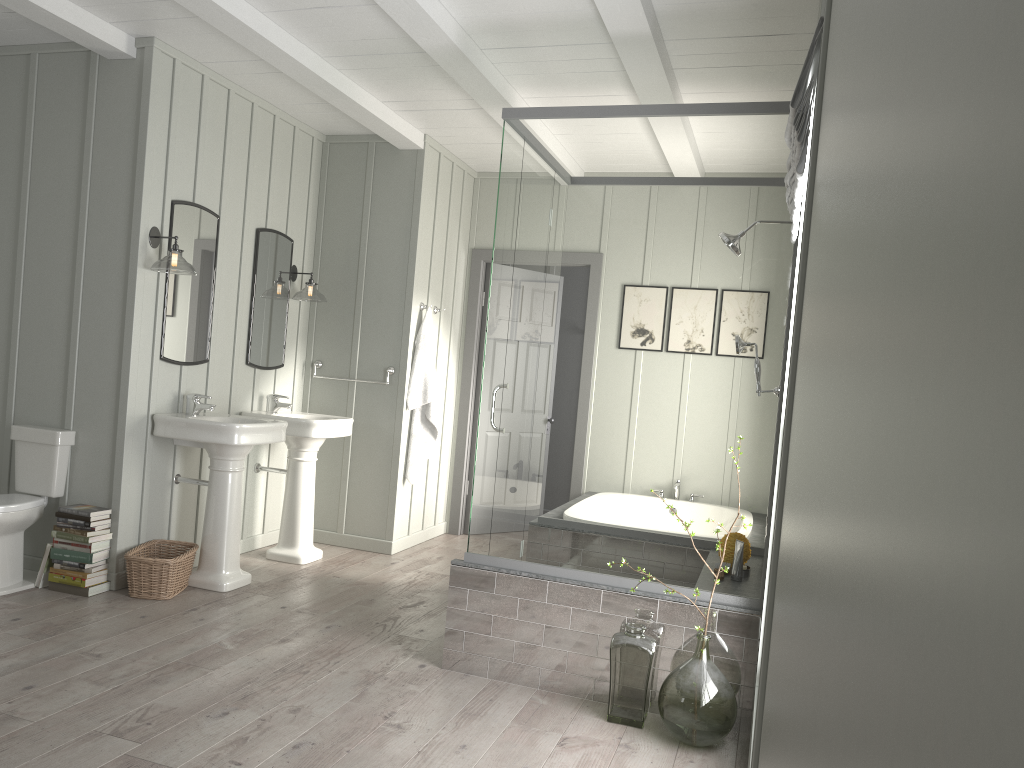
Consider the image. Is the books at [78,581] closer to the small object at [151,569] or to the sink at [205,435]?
the small object at [151,569]

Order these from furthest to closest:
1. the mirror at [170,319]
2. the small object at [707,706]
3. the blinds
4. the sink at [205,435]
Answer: the mirror at [170,319] → the sink at [205,435] → the small object at [707,706] → the blinds

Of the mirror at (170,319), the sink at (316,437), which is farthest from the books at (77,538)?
the sink at (316,437)

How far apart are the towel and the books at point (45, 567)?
2.3m

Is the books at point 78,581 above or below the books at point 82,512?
below

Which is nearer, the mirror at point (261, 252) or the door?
the mirror at point (261, 252)

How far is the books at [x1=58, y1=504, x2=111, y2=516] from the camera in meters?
4.2 m

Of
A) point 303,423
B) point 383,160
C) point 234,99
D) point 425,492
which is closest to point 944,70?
point 303,423

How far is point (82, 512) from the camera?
4.2m

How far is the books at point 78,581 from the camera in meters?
4.2 m
